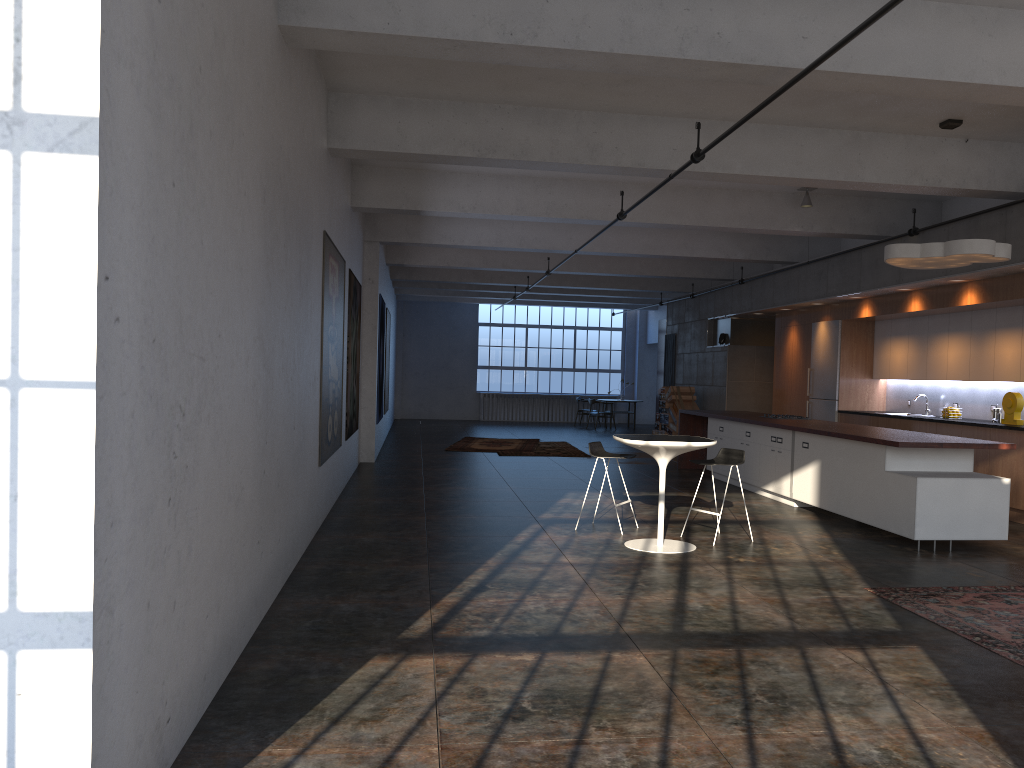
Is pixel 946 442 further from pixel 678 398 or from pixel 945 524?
pixel 678 398

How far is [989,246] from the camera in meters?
7.8

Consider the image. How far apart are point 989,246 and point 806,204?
3.7 meters

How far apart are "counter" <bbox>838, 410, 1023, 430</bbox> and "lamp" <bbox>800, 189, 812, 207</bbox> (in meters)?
3.11

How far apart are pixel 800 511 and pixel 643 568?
3.8 meters

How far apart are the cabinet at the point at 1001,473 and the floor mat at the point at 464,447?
4.52m

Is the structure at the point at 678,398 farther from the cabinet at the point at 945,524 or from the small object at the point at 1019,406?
the small object at the point at 1019,406

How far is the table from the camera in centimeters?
724cm

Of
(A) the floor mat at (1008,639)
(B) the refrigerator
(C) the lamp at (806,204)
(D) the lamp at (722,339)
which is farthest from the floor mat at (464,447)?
(A) the floor mat at (1008,639)

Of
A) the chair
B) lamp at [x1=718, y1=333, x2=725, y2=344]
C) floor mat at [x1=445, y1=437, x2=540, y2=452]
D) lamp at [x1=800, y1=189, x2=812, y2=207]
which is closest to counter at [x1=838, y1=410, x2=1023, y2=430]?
lamp at [x1=800, y1=189, x2=812, y2=207]
